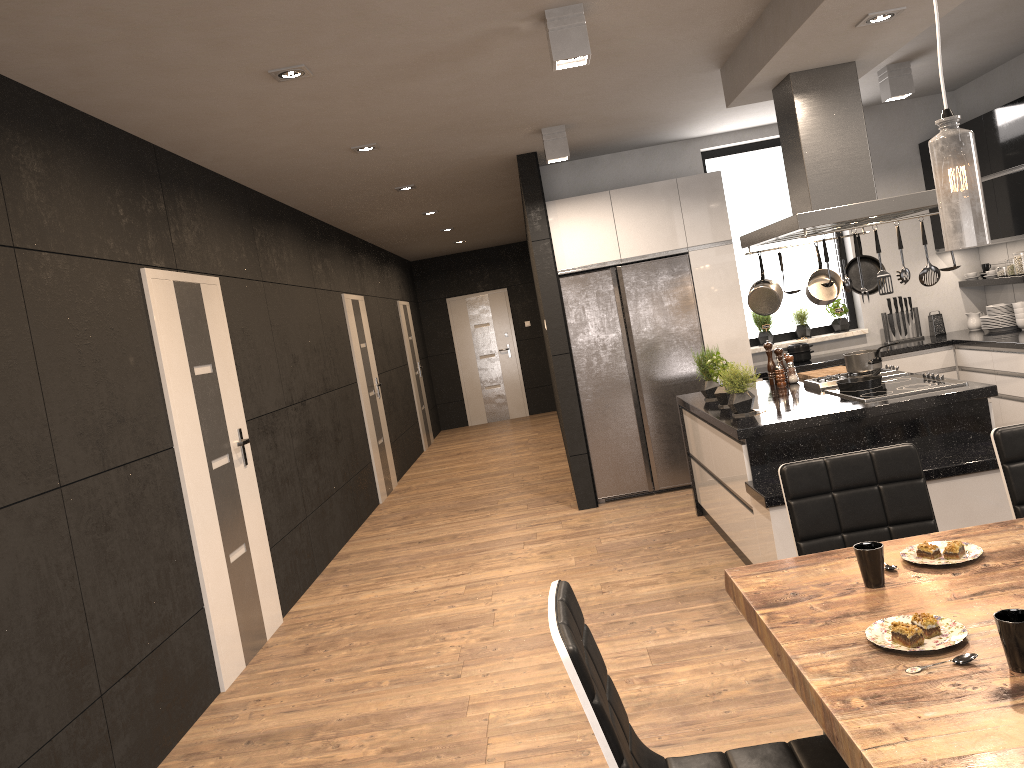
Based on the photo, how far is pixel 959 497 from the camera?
3.86m

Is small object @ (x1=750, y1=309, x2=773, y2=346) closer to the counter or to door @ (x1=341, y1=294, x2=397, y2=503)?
the counter

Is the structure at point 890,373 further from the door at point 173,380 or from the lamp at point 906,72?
the door at point 173,380

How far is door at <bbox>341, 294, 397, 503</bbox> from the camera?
8.63m

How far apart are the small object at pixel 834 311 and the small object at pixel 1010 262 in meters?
1.2

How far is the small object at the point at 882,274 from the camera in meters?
4.2 m

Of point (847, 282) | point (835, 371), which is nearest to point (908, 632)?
point (847, 282)

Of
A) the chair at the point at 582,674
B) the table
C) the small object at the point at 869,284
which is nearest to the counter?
the small object at the point at 869,284

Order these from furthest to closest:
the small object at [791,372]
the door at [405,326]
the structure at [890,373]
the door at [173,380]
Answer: the door at [405,326] → the small object at [791,372] → the structure at [890,373] → the door at [173,380]

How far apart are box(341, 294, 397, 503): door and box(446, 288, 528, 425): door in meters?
4.7
